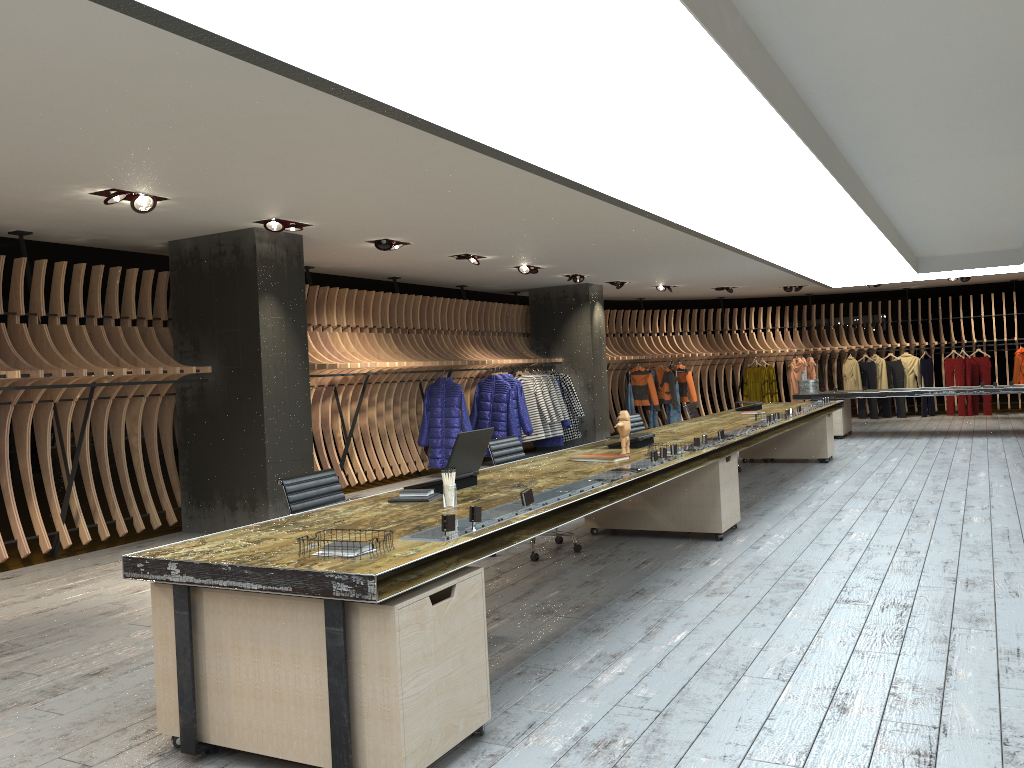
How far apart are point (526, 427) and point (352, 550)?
9.94m

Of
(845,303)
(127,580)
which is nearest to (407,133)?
(127,580)

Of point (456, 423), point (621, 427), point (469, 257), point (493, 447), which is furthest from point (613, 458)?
point (456, 423)

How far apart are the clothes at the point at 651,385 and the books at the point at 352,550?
14.31m

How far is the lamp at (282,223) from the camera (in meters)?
7.69

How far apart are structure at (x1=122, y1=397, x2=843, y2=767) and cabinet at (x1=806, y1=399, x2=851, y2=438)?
2.6 meters

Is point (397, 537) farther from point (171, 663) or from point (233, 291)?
point (233, 291)

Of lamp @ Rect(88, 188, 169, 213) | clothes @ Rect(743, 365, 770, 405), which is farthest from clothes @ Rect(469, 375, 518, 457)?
clothes @ Rect(743, 365, 770, 405)

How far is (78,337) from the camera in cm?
783

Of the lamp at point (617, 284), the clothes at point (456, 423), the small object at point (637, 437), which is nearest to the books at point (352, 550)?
the small object at point (637, 437)
